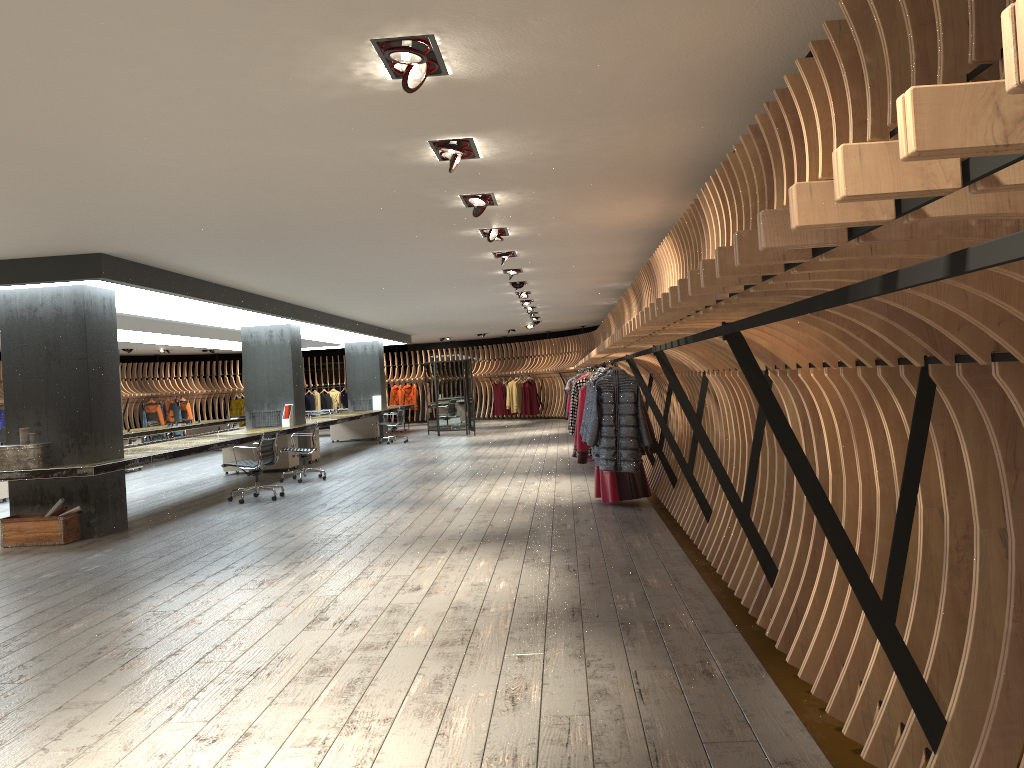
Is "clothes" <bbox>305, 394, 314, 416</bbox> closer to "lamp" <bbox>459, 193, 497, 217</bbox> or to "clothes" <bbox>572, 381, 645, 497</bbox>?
"clothes" <bbox>572, 381, 645, 497</bbox>

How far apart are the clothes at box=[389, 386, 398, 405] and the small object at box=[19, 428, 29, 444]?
21.4 meters

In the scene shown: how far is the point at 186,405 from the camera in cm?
2739

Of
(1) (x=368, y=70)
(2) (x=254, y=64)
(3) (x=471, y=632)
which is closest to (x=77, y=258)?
(2) (x=254, y=64)

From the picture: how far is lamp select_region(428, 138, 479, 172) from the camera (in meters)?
5.32

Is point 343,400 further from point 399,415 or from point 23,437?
point 23,437

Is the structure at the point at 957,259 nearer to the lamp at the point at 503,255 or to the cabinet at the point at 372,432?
the lamp at the point at 503,255

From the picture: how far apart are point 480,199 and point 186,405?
22.81m

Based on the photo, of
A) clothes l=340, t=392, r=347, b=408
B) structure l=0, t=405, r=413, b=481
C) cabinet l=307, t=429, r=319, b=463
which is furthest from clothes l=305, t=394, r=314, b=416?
cabinet l=307, t=429, r=319, b=463

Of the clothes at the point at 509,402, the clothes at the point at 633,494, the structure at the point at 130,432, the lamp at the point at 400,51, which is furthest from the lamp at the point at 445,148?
the clothes at the point at 509,402
